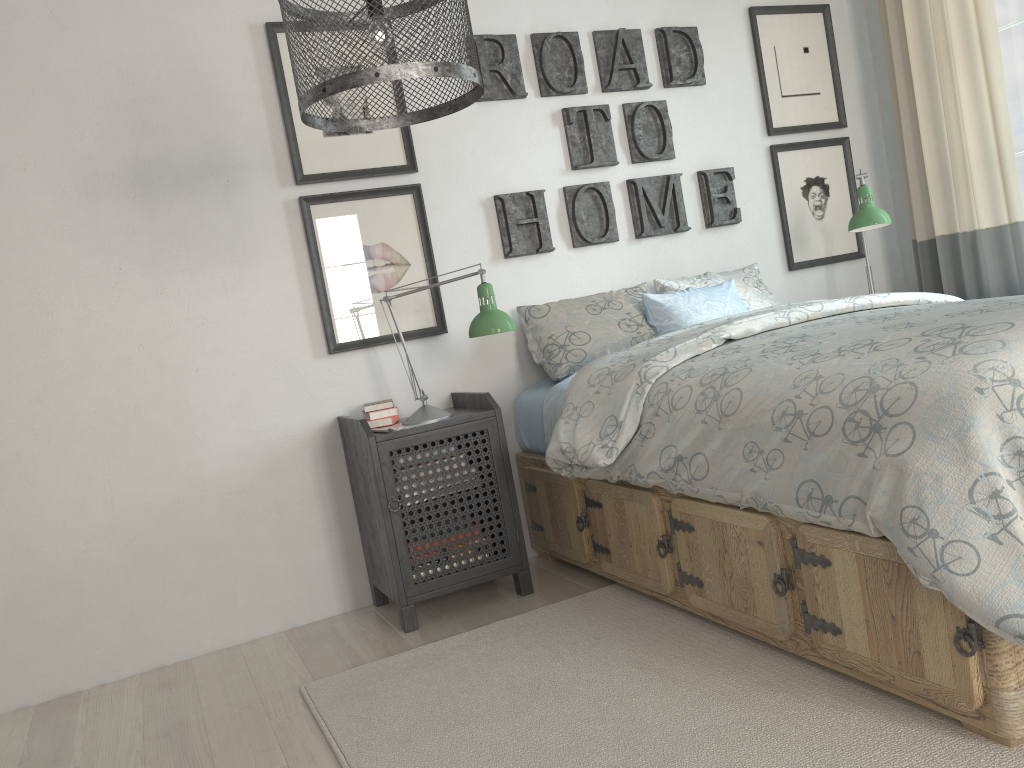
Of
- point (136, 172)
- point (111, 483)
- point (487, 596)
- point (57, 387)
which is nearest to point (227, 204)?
Result: point (136, 172)

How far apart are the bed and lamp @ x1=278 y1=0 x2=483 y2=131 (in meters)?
0.83

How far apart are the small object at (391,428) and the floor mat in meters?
0.6 m

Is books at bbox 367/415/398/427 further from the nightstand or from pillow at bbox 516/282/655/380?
pillow at bbox 516/282/655/380

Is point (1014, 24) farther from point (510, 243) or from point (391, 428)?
point (391, 428)

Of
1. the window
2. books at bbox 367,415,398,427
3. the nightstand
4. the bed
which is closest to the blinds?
the window

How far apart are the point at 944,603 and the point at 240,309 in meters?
2.2

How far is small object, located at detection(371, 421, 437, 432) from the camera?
2.6m

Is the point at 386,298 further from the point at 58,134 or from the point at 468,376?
the point at 58,134

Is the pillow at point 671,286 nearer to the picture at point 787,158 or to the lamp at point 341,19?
the picture at point 787,158
